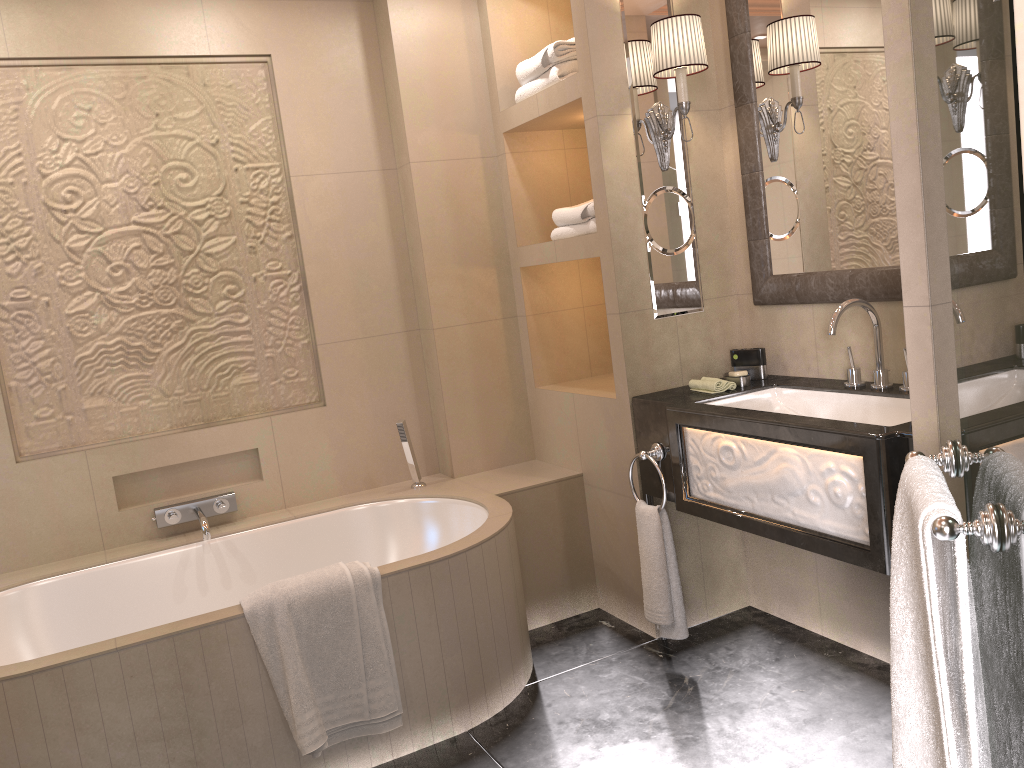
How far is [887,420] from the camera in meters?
2.5

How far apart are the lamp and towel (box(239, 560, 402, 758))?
1.6m

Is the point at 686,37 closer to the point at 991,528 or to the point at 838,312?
the point at 838,312

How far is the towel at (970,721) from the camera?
1.1m

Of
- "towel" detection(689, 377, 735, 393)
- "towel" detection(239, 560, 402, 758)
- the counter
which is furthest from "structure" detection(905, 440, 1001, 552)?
"towel" detection(239, 560, 402, 758)

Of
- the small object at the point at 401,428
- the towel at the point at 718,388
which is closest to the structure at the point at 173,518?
the small object at the point at 401,428

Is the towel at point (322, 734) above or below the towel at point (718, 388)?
below

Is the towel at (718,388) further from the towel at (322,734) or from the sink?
the towel at (322,734)

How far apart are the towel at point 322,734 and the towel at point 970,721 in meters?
1.4 m

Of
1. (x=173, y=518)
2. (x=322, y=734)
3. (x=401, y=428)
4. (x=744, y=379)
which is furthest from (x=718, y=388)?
(x=173, y=518)
